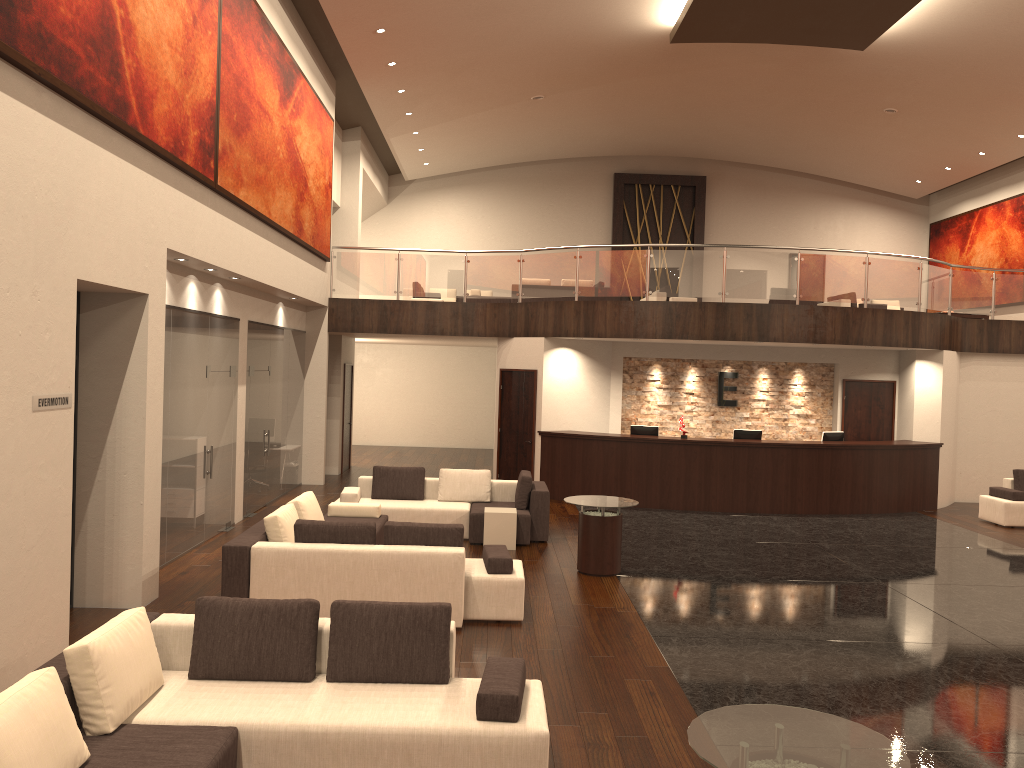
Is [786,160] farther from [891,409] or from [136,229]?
[136,229]

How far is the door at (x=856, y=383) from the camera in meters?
16.5

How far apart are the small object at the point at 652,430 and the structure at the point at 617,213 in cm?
1010

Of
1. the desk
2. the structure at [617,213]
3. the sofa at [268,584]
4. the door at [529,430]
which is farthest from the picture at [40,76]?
the structure at [617,213]

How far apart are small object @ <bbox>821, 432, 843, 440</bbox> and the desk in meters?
0.6

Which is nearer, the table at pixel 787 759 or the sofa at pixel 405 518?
the table at pixel 787 759

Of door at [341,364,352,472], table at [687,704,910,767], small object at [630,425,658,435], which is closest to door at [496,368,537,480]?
small object at [630,425,658,435]

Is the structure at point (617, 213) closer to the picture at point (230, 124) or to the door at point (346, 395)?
the door at point (346, 395)

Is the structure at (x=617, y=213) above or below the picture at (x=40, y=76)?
above

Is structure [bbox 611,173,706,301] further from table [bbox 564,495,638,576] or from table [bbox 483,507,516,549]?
table [bbox 564,495,638,576]
